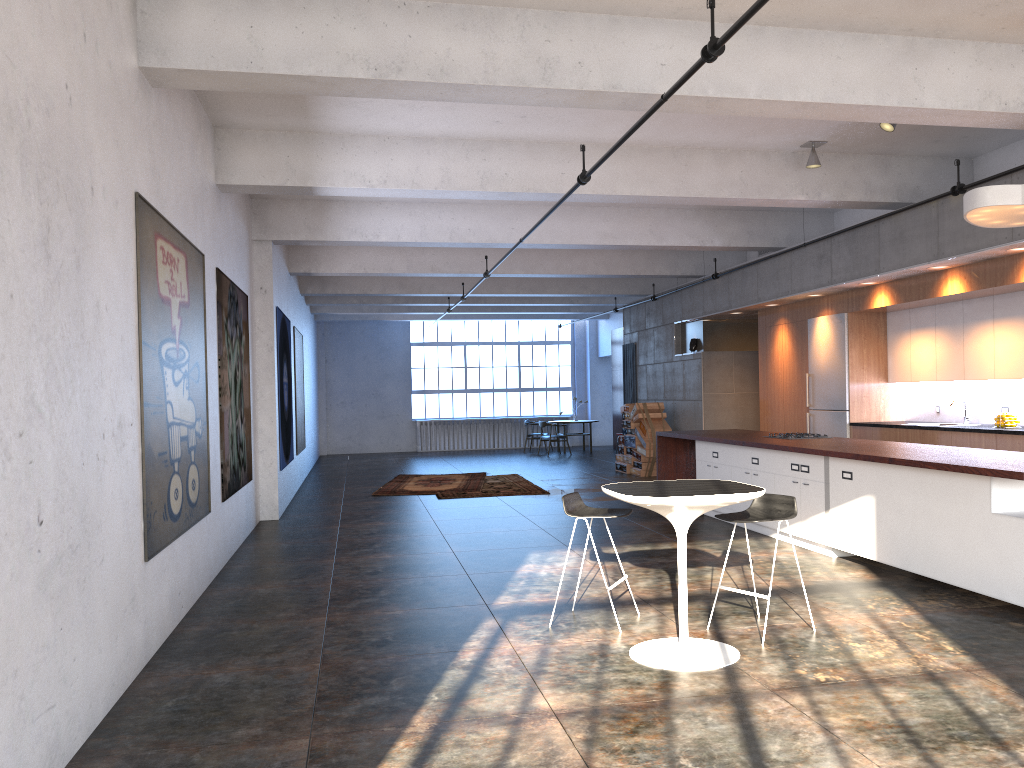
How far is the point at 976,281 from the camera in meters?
8.8 m

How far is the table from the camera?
4.6 meters

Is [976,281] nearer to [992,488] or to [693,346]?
[992,488]

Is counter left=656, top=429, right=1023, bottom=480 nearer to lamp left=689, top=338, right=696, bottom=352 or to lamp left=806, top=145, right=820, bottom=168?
lamp left=806, top=145, right=820, bottom=168

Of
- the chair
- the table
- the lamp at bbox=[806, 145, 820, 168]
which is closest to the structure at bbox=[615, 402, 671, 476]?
the lamp at bbox=[806, 145, 820, 168]

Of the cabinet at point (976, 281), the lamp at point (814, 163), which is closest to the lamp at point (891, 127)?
the lamp at point (814, 163)

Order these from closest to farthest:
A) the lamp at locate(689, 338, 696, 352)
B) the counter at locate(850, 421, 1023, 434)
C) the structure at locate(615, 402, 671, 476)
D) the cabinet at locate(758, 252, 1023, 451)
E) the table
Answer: the table
the counter at locate(850, 421, 1023, 434)
the cabinet at locate(758, 252, 1023, 451)
the lamp at locate(689, 338, 696, 352)
the structure at locate(615, 402, 671, 476)

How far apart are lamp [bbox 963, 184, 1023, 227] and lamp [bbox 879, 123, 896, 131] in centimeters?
144cm

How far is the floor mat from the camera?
14.0m

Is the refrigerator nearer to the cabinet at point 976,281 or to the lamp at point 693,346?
the cabinet at point 976,281
